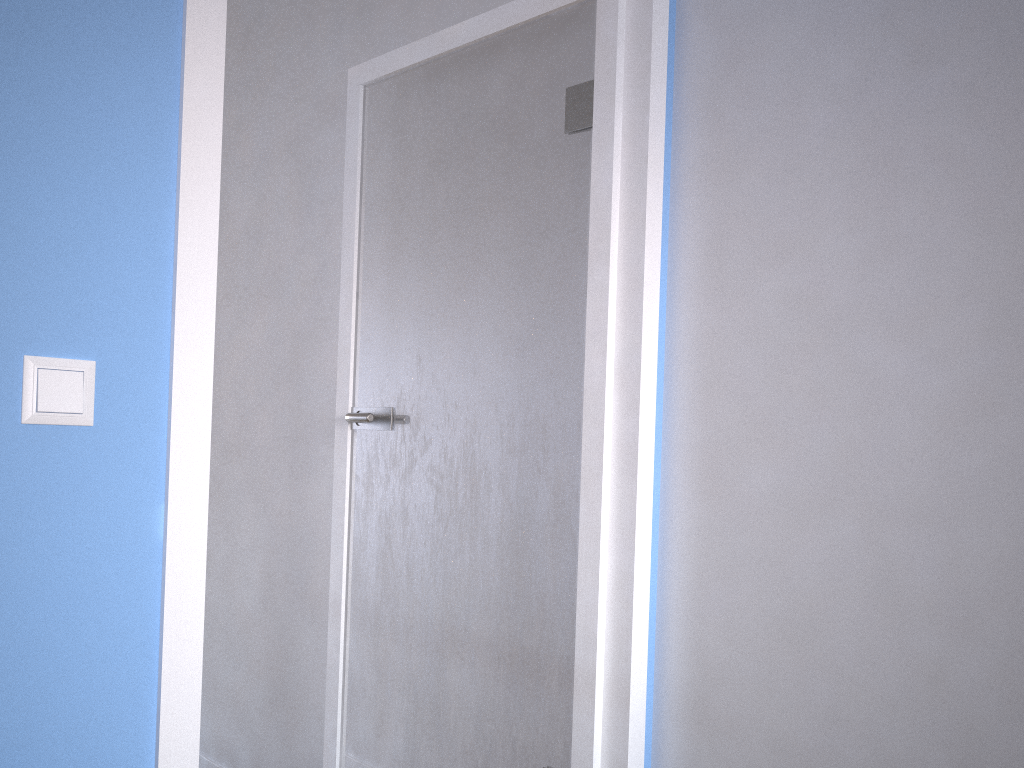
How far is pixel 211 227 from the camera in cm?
119

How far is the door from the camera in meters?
1.2 m

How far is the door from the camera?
1.2 meters
